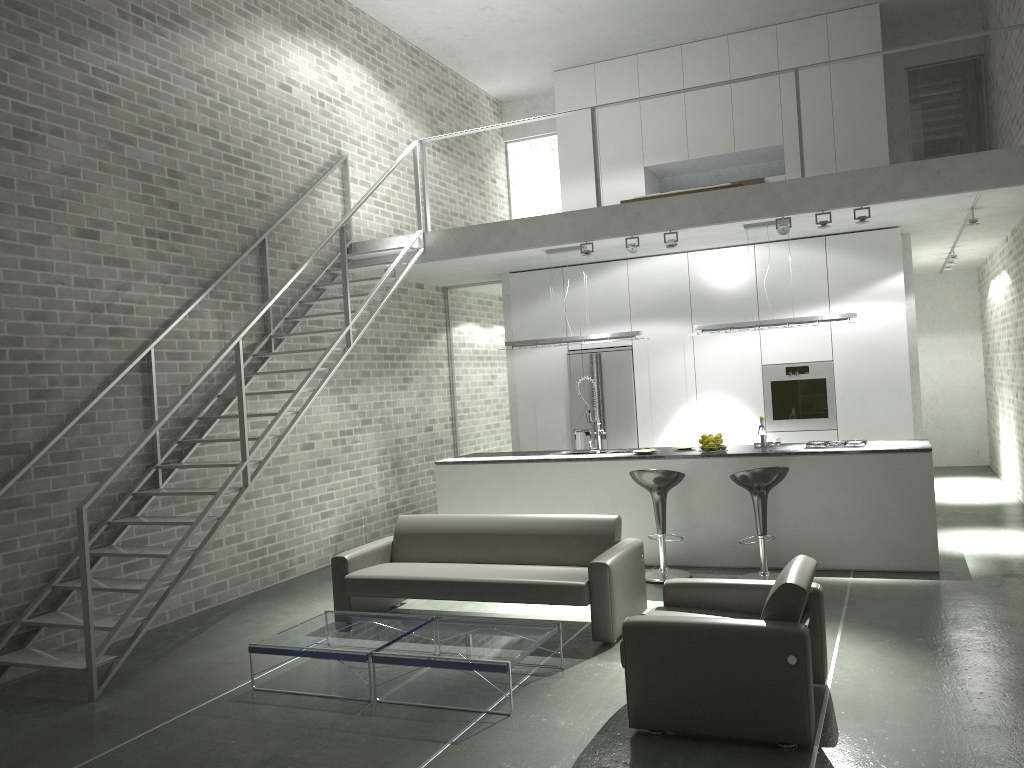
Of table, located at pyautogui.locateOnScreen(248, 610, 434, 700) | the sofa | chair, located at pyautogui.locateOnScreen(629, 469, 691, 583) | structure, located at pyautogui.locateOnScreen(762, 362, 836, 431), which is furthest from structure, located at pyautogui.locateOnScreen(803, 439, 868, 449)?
table, located at pyautogui.locateOnScreen(248, 610, 434, 700)

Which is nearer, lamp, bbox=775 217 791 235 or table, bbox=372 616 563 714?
table, bbox=372 616 563 714

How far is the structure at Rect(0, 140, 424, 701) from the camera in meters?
5.2

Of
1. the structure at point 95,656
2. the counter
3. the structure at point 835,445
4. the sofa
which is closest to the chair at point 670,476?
the counter

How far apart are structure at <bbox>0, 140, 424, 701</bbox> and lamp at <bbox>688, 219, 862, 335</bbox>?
2.9 meters

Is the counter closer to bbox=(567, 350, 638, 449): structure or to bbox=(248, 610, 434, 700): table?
bbox=(567, 350, 638, 449): structure

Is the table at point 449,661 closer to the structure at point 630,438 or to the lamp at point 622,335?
the lamp at point 622,335

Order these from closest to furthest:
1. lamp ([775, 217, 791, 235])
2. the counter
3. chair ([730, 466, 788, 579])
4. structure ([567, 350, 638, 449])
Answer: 1. chair ([730, 466, 788, 579])
2. the counter
3. lamp ([775, 217, 791, 235])
4. structure ([567, 350, 638, 449])

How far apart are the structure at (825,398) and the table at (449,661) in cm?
481

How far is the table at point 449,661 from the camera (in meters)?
4.62
